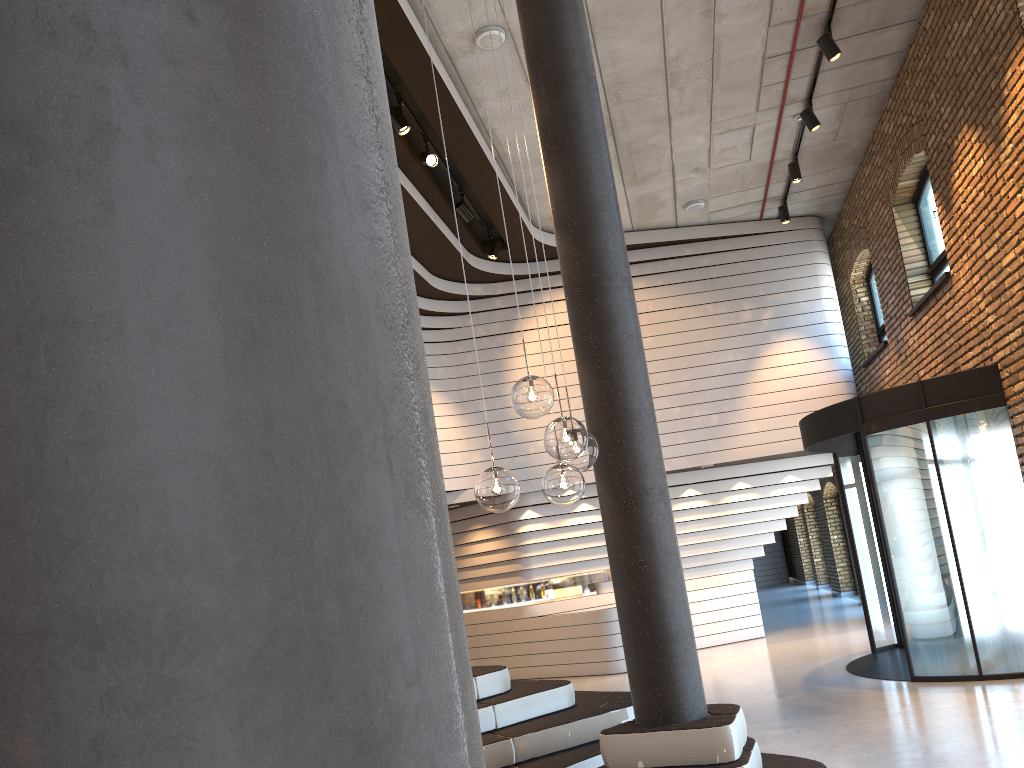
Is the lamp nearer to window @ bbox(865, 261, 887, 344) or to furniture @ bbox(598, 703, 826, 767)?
furniture @ bbox(598, 703, 826, 767)

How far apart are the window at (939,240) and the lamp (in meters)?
7.98

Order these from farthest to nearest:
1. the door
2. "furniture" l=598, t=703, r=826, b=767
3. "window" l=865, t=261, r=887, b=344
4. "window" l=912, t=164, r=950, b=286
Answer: "window" l=865, t=261, r=887, b=344
"window" l=912, t=164, r=950, b=286
the door
"furniture" l=598, t=703, r=826, b=767

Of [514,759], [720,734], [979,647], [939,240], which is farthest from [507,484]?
[939,240]

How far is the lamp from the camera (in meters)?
3.14

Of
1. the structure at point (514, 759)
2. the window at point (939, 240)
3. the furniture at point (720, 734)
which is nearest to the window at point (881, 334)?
the window at point (939, 240)

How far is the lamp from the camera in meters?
3.1 m

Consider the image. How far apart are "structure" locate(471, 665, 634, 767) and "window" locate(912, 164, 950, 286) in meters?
6.3

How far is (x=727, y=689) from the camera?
9.3 meters

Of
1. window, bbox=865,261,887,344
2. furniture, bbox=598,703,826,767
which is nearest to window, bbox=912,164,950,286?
window, bbox=865,261,887,344
